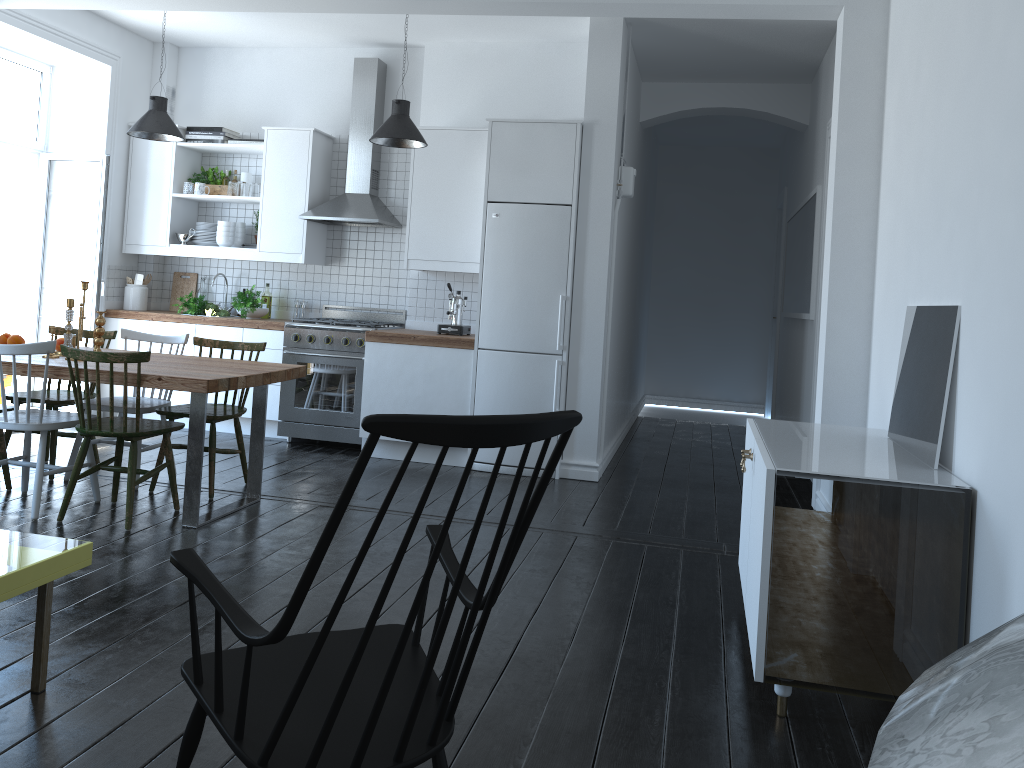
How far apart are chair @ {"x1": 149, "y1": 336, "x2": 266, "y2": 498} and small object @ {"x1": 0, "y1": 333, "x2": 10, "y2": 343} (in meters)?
0.98

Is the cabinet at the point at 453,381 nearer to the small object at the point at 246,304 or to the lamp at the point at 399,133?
the small object at the point at 246,304

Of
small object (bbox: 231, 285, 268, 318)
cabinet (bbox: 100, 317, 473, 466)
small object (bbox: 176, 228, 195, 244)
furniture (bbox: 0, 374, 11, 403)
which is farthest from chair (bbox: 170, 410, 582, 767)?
furniture (bbox: 0, 374, 11, 403)

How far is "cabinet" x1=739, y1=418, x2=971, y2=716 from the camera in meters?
2.8 m

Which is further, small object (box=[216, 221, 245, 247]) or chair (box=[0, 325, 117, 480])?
small object (box=[216, 221, 245, 247])

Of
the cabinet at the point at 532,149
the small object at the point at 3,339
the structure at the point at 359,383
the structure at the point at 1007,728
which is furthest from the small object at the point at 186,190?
the structure at the point at 1007,728

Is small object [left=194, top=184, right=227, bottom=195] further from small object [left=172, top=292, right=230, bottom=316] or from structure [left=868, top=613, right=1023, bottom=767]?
structure [left=868, top=613, right=1023, bottom=767]

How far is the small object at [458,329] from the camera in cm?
623

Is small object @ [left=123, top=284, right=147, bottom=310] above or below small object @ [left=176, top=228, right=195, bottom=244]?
below

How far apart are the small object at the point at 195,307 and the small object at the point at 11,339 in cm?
194
